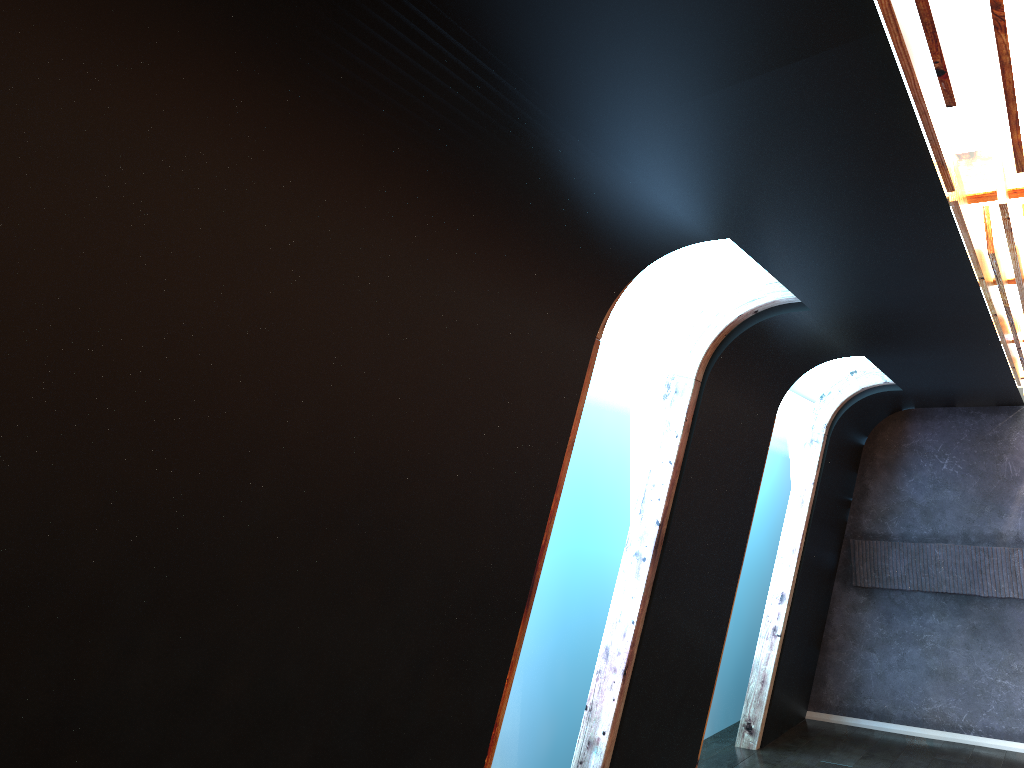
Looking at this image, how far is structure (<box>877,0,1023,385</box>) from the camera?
1.89m

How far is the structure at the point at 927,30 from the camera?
1.89m

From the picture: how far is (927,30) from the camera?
1.9m
